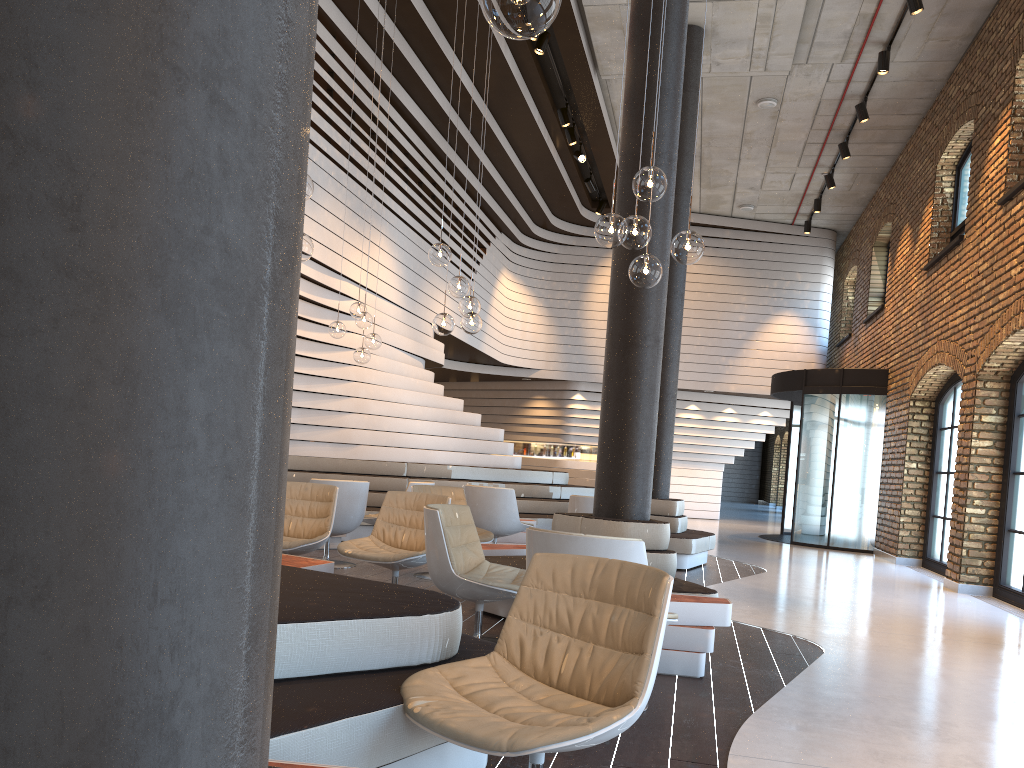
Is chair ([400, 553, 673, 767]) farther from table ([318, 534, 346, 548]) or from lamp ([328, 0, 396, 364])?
table ([318, 534, 346, 548])

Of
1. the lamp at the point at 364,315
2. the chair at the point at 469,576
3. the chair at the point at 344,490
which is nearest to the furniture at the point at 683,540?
the chair at the point at 344,490

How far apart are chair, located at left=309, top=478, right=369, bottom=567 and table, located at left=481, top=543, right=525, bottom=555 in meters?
1.5 m

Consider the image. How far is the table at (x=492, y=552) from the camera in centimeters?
642cm

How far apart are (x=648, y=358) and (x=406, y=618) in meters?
3.4

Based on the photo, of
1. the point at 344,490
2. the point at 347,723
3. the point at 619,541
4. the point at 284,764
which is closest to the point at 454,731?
the point at 347,723

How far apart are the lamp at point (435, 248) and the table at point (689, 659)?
2.78m

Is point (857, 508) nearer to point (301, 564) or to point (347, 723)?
point (301, 564)

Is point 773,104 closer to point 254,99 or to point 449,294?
point 449,294

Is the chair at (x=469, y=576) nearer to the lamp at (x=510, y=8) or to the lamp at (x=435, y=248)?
the lamp at (x=435, y=248)
